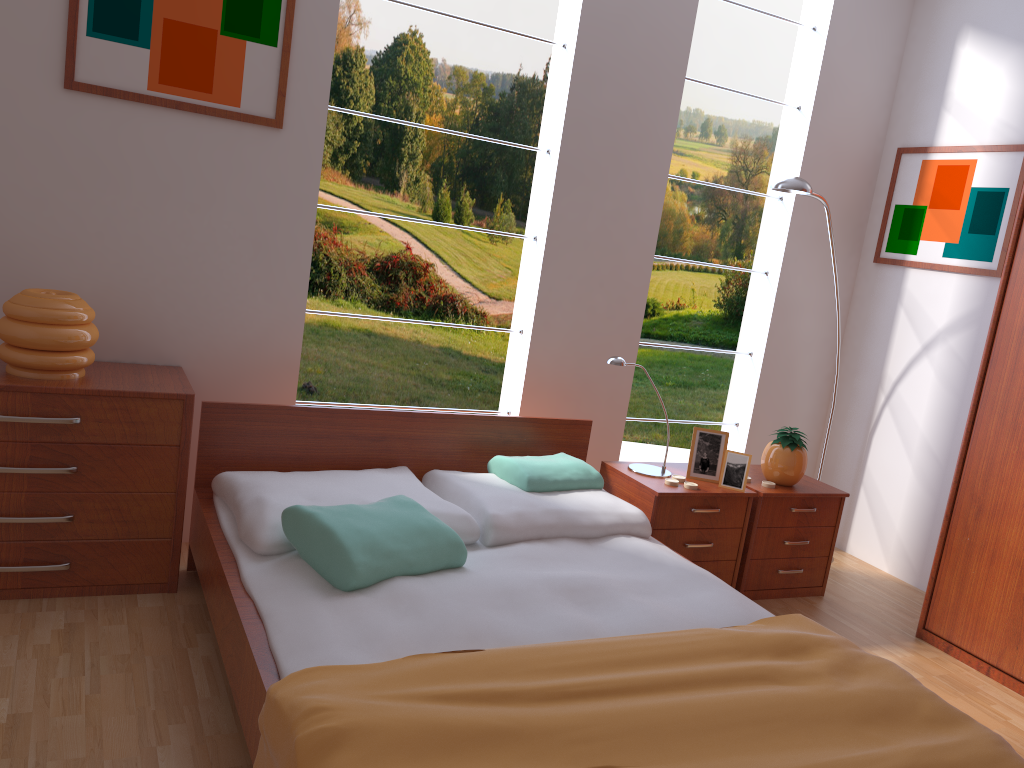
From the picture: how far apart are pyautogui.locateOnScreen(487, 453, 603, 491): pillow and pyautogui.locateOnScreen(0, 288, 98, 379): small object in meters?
1.3 m

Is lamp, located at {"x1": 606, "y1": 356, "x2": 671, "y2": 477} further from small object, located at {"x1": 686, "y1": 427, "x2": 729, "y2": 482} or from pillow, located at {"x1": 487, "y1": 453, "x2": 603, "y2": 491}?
pillow, located at {"x1": 487, "y1": 453, "x2": 603, "y2": 491}

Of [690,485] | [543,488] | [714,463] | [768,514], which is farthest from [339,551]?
[768,514]

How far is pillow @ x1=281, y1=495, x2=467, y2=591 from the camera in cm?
215

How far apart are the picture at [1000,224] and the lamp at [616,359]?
1.55m

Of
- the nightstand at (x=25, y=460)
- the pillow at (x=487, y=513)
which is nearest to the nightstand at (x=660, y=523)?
the pillow at (x=487, y=513)

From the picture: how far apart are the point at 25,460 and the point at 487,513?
1.30m

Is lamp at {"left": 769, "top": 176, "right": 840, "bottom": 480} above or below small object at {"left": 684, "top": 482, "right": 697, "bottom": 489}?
above

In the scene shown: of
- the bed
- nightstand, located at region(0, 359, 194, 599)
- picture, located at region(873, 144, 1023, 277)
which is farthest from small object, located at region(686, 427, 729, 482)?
nightstand, located at region(0, 359, 194, 599)

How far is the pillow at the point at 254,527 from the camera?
2.3 meters
